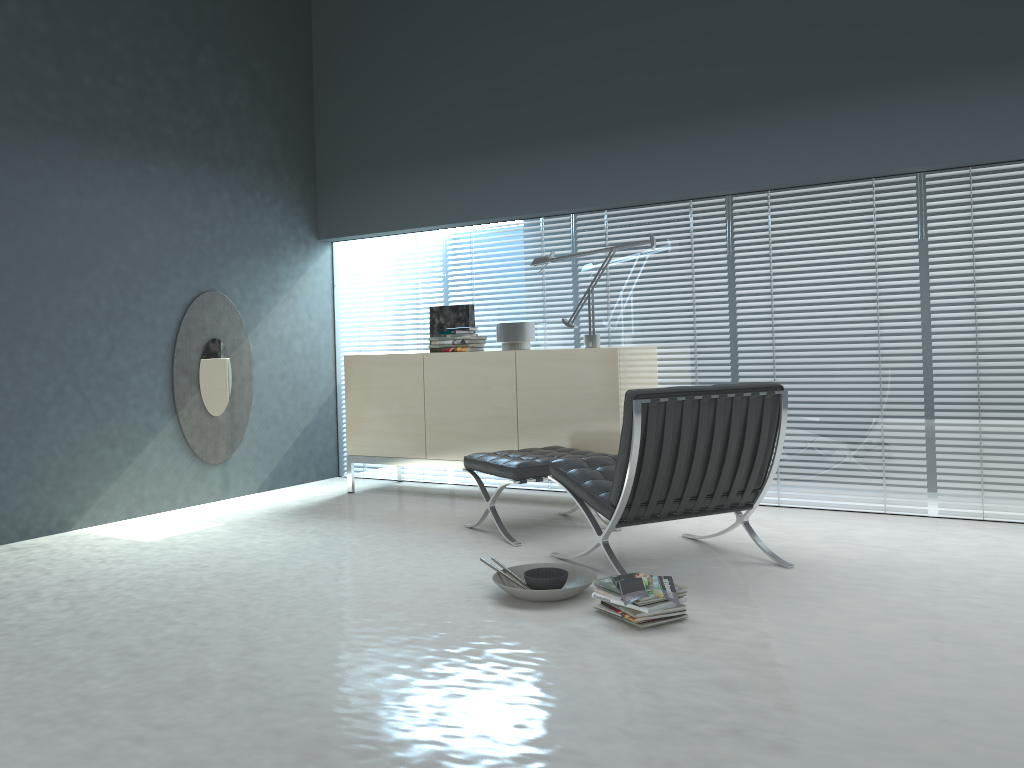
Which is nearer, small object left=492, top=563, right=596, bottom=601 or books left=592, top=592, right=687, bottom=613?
books left=592, top=592, right=687, bottom=613

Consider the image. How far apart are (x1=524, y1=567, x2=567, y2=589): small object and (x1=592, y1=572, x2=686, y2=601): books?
0.22m

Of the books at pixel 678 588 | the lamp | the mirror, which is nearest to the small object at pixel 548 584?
the books at pixel 678 588

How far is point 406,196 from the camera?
5.9m

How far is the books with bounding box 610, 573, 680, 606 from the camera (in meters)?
2.87

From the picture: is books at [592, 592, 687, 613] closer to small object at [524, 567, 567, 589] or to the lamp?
small object at [524, 567, 567, 589]

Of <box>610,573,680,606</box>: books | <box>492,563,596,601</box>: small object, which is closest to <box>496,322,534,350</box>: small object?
<box>492,563,596,601</box>: small object

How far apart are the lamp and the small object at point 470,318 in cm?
66

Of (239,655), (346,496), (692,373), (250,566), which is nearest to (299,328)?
(346,496)

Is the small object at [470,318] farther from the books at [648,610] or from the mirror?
the books at [648,610]
